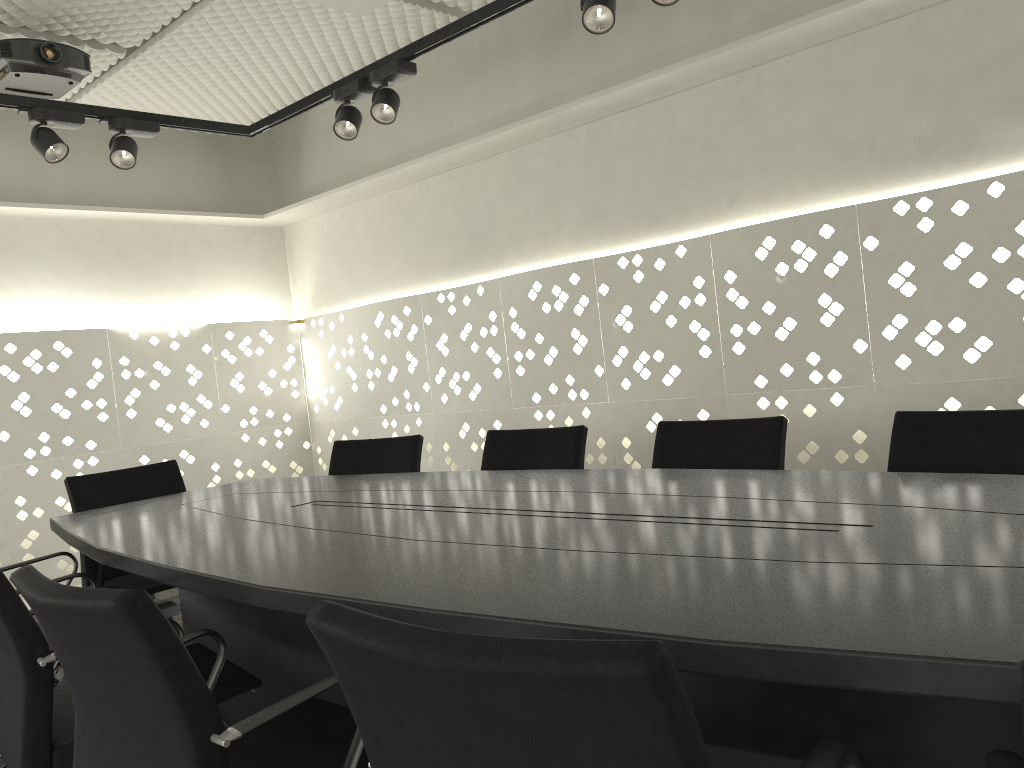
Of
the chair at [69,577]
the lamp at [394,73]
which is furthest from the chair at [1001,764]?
the lamp at [394,73]

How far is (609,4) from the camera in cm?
244

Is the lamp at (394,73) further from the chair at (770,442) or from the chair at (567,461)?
the chair at (770,442)

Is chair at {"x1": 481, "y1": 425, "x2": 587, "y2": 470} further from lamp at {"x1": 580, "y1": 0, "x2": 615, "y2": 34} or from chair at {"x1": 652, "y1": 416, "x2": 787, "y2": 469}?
lamp at {"x1": 580, "y1": 0, "x2": 615, "y2": 34}

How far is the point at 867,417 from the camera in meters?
3.2 m

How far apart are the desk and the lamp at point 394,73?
1.3 meters

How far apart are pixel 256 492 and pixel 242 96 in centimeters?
252cm

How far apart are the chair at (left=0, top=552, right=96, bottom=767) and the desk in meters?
0.1 m

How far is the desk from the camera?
1.0 meters

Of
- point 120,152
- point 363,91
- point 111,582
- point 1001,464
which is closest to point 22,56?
point 120,152
